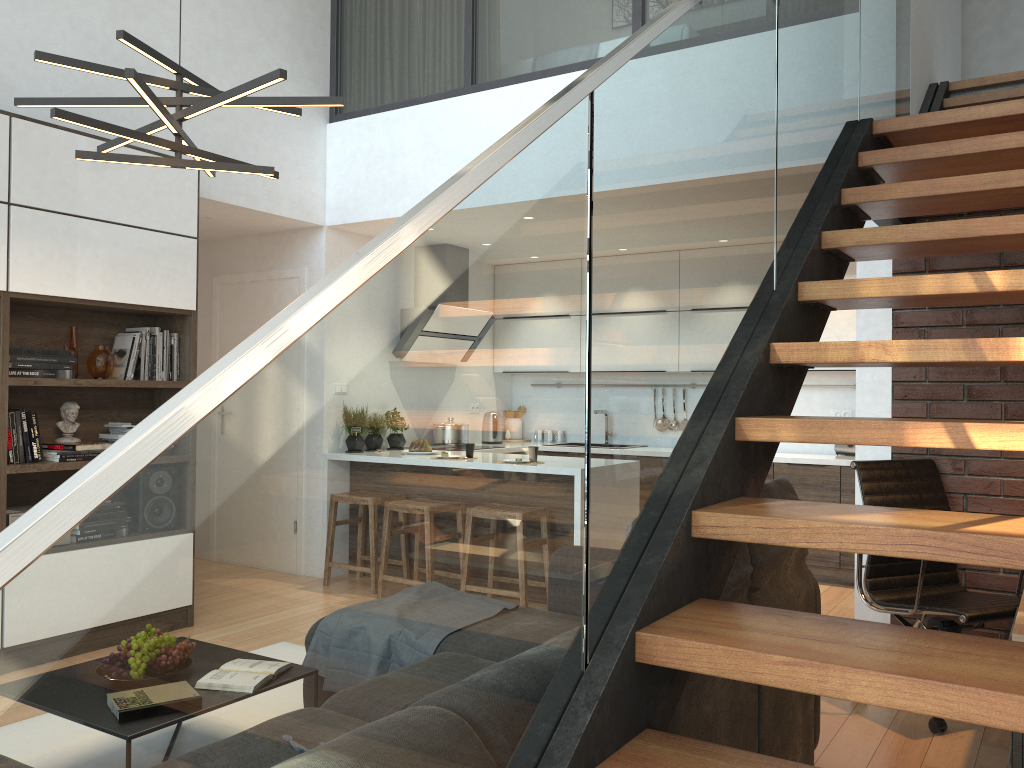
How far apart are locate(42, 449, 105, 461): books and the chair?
3.53m

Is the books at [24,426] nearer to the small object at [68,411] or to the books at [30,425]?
the books at [30,425]

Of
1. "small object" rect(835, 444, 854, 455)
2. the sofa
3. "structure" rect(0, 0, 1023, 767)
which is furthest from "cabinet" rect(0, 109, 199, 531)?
"small object" rect(835, 444, 854, 455)

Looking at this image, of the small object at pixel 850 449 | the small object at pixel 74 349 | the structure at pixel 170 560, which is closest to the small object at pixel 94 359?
the small object at pixel 74 349

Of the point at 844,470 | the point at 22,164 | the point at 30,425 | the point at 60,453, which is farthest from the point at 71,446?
the point at 844,470

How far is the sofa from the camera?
2.1 meters

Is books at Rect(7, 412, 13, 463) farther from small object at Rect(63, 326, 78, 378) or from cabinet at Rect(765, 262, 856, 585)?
cabinet at Rect(765, 262, 856, 585)

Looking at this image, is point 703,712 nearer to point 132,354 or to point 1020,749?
point 1020,749

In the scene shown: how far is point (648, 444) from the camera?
1.63m

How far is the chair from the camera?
3.4m
